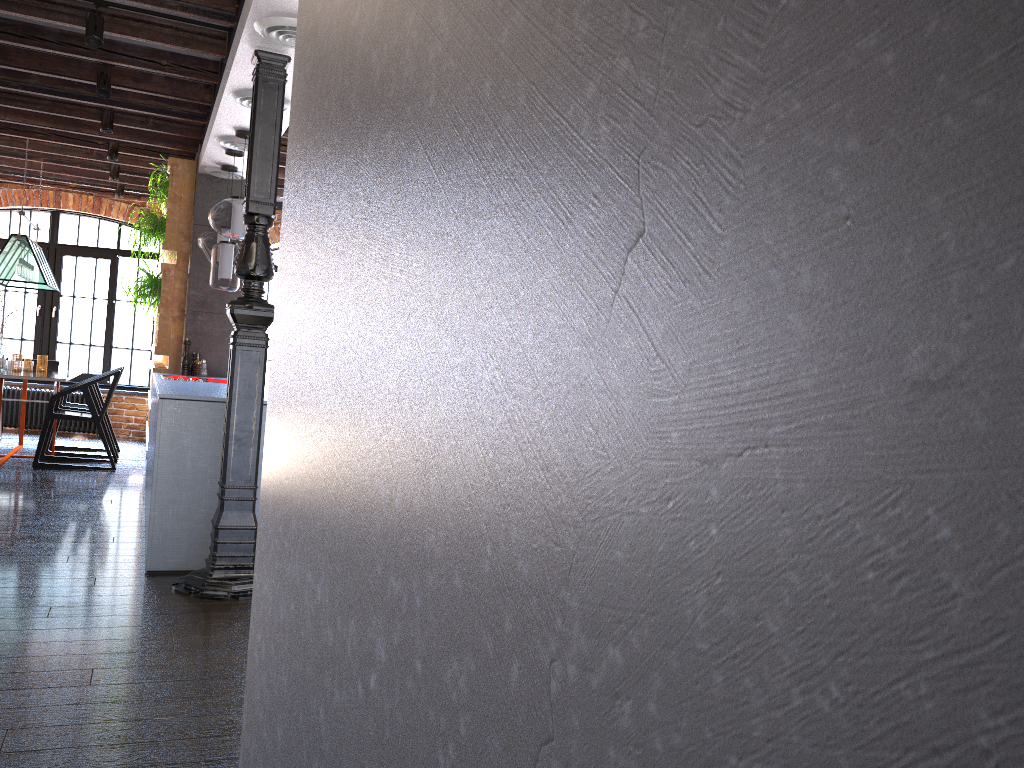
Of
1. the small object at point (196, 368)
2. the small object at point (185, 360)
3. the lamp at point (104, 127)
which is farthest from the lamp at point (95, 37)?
the small object at point (196, 368)

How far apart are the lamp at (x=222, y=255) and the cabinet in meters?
0.7

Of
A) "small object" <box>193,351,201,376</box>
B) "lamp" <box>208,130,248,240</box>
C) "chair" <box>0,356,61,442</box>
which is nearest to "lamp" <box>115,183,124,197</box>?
"chair" <box>0,356,61,442</box>

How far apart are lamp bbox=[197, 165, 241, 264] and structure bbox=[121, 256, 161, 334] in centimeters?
74cm

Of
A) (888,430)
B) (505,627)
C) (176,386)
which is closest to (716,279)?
(888,430)

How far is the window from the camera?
9.7m

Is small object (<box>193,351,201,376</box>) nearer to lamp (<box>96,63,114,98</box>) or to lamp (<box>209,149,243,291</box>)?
lamp (<box>209,149,243,291</box>)

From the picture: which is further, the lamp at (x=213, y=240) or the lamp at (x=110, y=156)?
the lamp at (x=110, y=156)

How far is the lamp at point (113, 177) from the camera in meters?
8.1 m

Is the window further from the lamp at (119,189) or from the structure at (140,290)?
the structure at (140,290)
